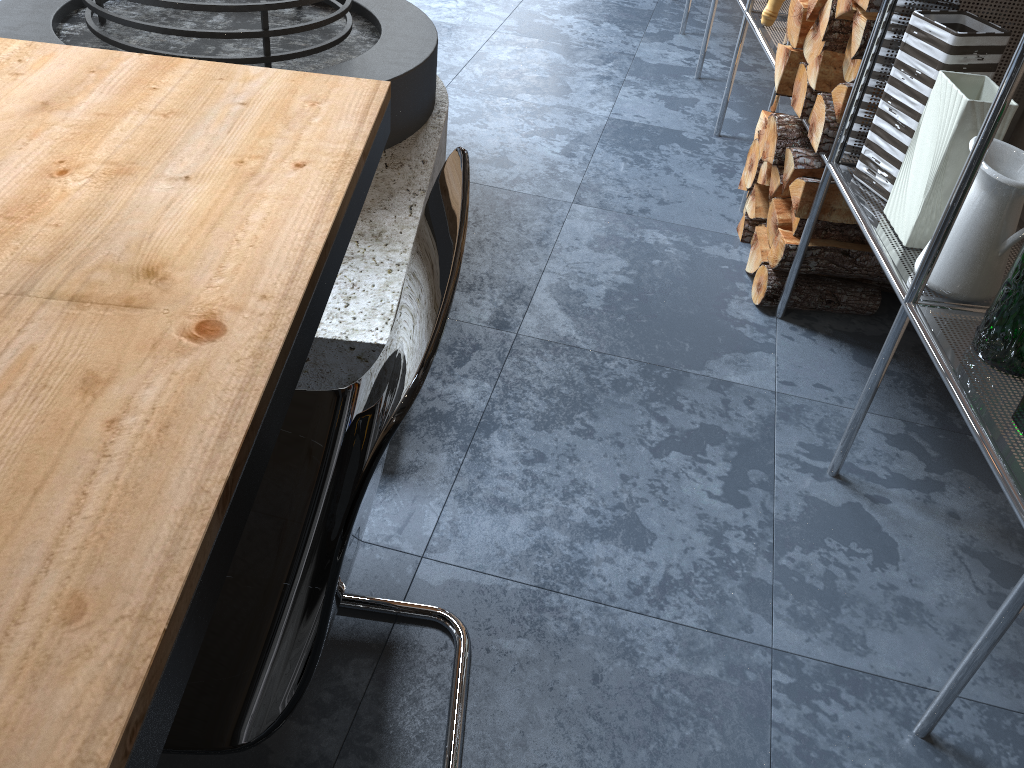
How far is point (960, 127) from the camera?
1.54m

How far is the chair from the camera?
0.7m

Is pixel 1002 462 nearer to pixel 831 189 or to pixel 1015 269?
pixel 1015 269

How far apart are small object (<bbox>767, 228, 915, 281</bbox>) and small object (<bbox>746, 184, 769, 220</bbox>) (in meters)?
0.22

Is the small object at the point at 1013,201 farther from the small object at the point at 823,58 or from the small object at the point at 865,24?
the small object at the point at 823,58

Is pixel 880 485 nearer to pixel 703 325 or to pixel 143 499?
pixel 703 325

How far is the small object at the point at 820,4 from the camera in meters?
2.0 m

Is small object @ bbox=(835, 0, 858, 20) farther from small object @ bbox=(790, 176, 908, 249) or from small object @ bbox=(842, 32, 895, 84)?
small object @ bbox=(790, 176, 908, 249)

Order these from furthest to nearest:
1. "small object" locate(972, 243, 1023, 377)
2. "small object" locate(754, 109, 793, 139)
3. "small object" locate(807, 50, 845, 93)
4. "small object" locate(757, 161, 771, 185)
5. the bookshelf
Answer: "small object" locate(754, 109, 793, 139)
"small object" locate(757, 161, 771, 185)
"small object" locate(807, 50, 845, 93)
"small object" locate(972, 243, 1023, 377)
the bookshelf

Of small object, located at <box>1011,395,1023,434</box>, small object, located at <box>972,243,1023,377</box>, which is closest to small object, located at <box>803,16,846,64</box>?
small object, located at <box>972,243,1023,377</box>
